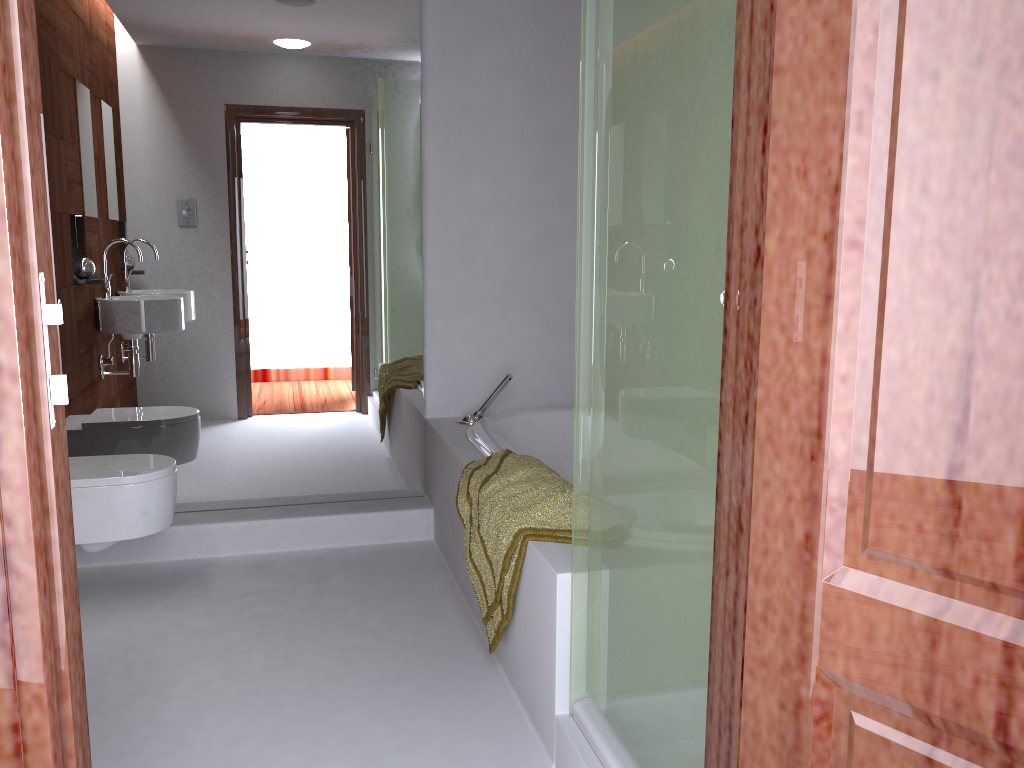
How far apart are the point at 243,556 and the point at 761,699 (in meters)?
2.69

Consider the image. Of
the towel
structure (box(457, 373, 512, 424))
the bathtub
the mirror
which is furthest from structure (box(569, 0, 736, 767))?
the mirror

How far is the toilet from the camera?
2.70m

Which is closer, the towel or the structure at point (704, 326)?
the structure at point (704, 326)

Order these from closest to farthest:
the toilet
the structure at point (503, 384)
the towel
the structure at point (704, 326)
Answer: the structure at point (704, 326) → the towel → the toilet → the structure at point (503, 384)

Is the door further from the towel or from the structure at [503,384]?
the structure at [503,384]

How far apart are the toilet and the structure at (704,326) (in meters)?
1.54

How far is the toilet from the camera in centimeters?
270cm

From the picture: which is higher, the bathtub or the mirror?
the mirror

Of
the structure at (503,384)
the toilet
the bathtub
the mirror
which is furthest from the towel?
the toilet
